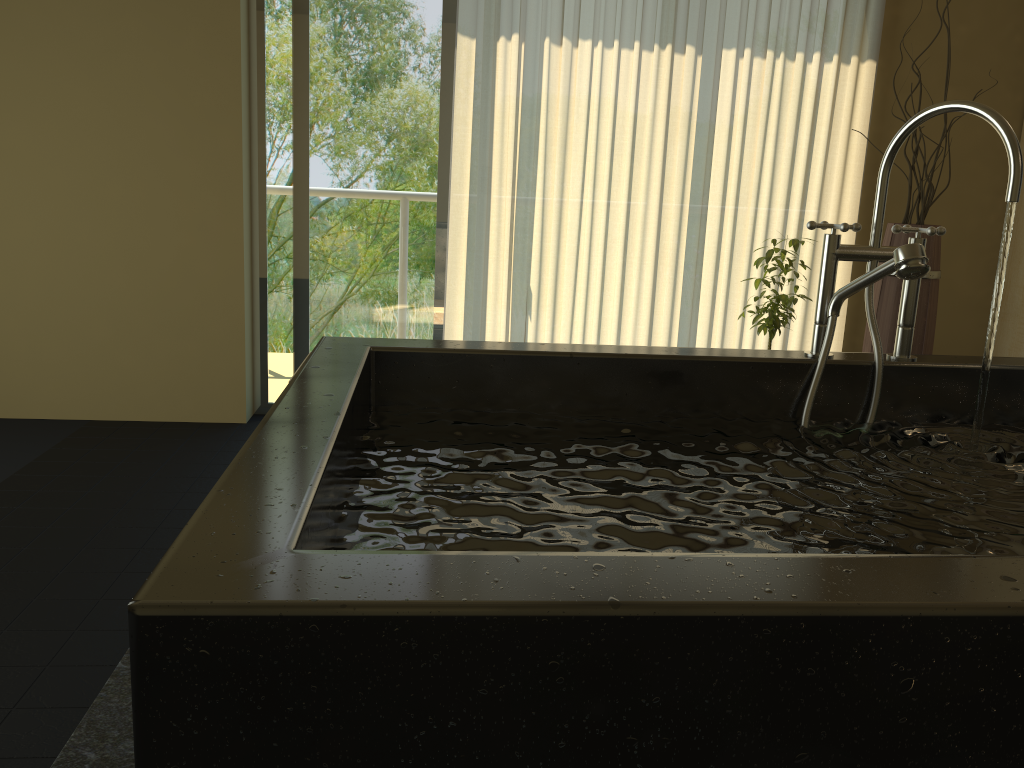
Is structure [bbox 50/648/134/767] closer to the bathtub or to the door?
the bathtub

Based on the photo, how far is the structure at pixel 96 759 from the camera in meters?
1.5

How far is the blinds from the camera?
3.55m

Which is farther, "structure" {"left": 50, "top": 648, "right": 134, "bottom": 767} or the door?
the door

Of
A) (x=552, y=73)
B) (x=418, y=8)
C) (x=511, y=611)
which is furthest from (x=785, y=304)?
(x=511, y=611)

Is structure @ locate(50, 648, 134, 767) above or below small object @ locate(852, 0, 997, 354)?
below

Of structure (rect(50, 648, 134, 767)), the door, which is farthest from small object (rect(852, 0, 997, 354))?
structure (rect(50, 648, 134, 767))

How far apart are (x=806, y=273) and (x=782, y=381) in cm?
240

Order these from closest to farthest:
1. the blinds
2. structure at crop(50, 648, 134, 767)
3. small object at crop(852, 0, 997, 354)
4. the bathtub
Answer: the bathtub, structure at crop(50, 648, 134, 767), small object at crop(852, 0, 997, 354), the blinds

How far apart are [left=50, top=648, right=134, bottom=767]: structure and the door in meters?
2.2
